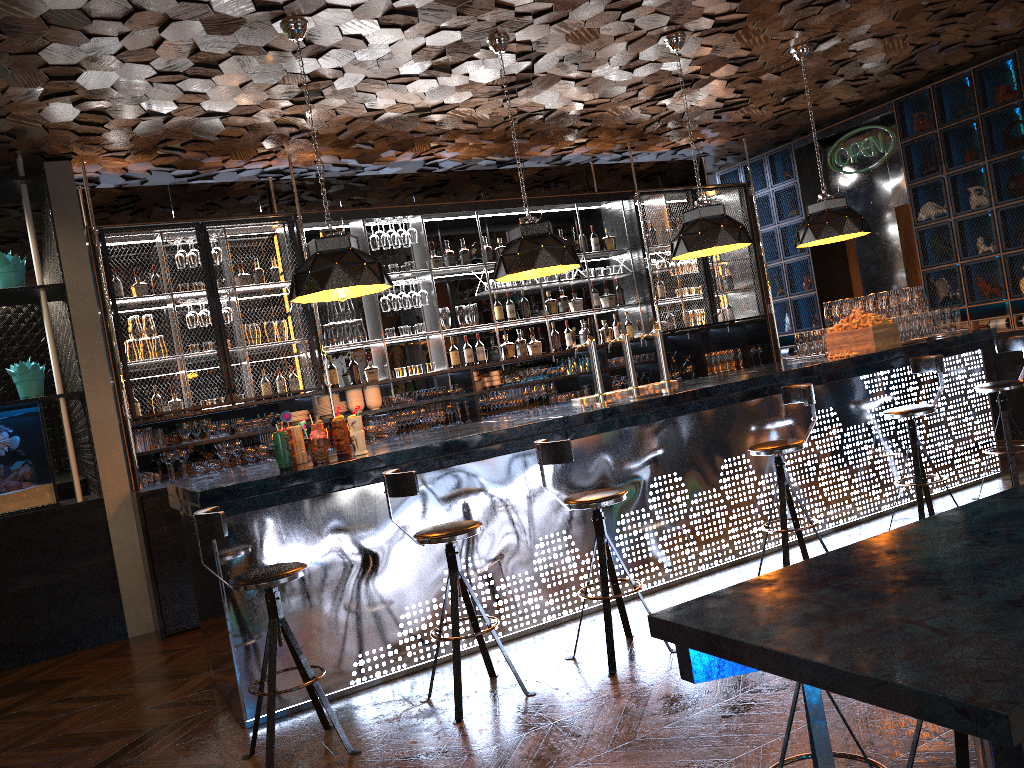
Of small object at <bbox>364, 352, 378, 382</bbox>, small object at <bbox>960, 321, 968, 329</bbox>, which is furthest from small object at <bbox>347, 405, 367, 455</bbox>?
small object at <bbox>960, 321, 968, 329</bbox>

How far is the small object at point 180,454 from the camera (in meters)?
6.90

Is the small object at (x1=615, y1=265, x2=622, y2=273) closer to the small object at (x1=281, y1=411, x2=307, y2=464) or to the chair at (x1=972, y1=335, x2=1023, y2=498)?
the chair at (x1=972, y1=335, x2=1023, y2=498)

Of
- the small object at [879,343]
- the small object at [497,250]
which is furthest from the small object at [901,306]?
the small object at [497,250]

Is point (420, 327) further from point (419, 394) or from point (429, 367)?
point (419, 394)

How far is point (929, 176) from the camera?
8.72m

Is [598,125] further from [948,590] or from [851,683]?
[851,683]

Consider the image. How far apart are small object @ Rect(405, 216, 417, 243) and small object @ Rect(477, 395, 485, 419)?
1.57m

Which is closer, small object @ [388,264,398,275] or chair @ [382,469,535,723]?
chair @ [382,469,535,723]

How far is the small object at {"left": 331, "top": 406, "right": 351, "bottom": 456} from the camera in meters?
4.8 m
